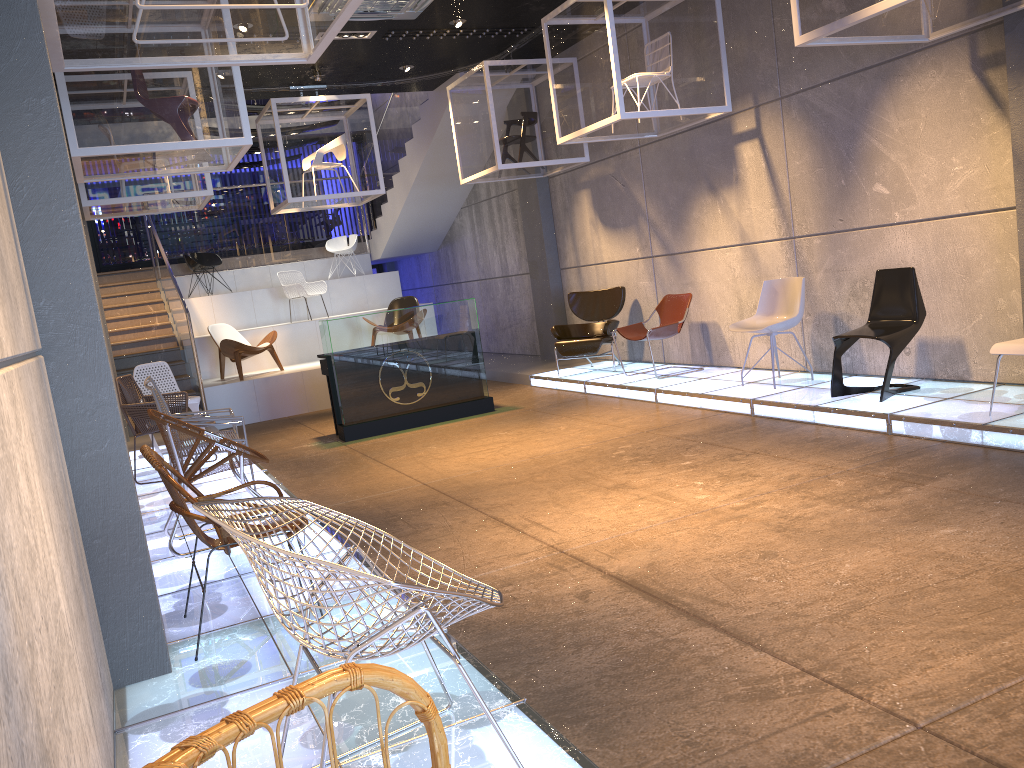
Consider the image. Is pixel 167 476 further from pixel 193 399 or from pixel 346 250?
pixel 346 250

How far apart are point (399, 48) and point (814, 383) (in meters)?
5.84

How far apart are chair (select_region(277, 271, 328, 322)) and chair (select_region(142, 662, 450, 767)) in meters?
12.7

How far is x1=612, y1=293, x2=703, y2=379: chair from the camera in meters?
9.0 m

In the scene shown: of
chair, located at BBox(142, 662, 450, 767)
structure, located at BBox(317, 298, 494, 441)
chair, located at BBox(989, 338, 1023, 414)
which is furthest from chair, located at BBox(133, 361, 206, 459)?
chair, located at BBox(142, 662, 450, 767)

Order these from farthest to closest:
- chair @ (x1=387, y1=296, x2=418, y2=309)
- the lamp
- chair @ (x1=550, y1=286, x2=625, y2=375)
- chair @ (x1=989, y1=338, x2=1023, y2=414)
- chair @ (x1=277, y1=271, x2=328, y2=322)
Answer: chair @ (x1=277, y1=271, x2=328, y2=322), chair @ (x1=387, y1=296, x2=418, y2=309), chair @ (x1=550, y1=286, x2=625, y2=375), the lamp, chair @ (x1=989, y1=338, x2=1023, y2=414)

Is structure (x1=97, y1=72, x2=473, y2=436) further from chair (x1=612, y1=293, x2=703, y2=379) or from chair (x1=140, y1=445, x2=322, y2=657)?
chair (x1=140, y1=445, x2=322, y2=657)

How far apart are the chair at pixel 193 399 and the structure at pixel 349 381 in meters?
1.3

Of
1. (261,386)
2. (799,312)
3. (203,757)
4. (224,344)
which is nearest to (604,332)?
(799,312)

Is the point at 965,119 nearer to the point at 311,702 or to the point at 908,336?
the point at 908,336
